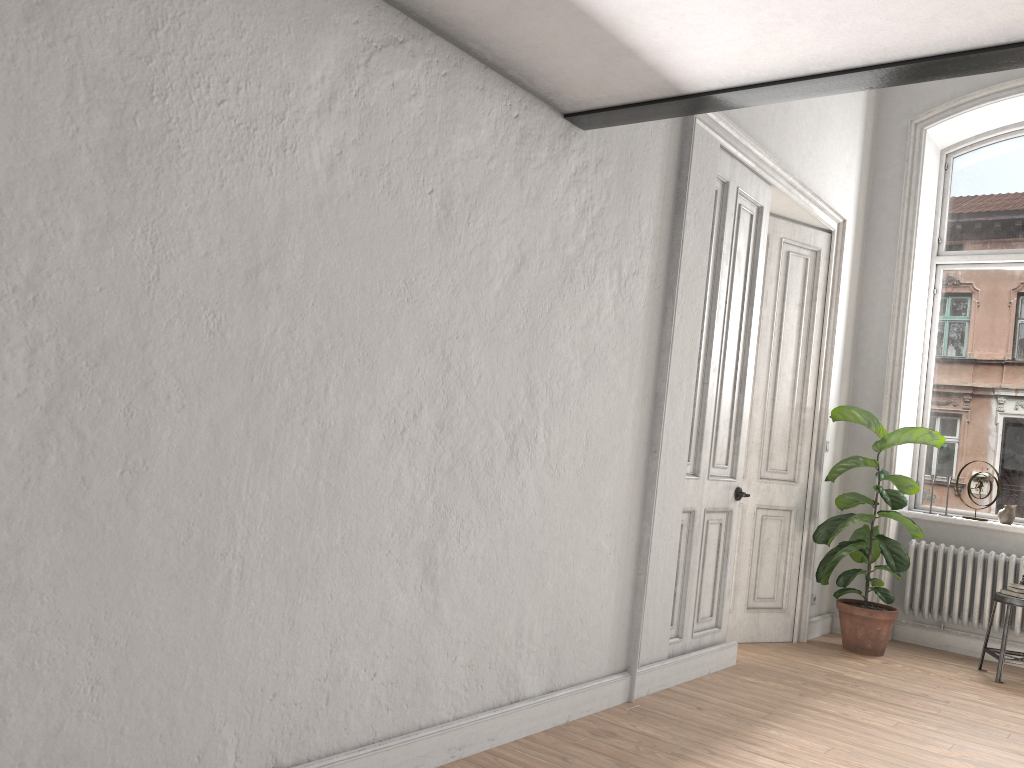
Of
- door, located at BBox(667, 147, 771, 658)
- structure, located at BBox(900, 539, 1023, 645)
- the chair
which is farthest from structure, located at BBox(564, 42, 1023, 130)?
structure, located at BBox(900, 539, 1023, 645)

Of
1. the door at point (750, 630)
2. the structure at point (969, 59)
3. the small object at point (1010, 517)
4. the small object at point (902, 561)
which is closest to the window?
the small object at point (1010, 517)

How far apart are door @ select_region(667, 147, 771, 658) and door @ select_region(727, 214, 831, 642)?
0.6 meters

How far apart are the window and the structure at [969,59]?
4.37m

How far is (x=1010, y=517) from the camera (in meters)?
6.15

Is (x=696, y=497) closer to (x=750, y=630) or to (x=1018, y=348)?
(x=750, y=630)

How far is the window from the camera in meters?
6.4

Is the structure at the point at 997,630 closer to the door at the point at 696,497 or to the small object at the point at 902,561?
the small object at the point at 902,561

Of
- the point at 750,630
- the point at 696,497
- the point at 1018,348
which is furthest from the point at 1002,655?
the point at 696,497

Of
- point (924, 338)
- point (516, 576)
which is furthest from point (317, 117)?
point (924, 338)
